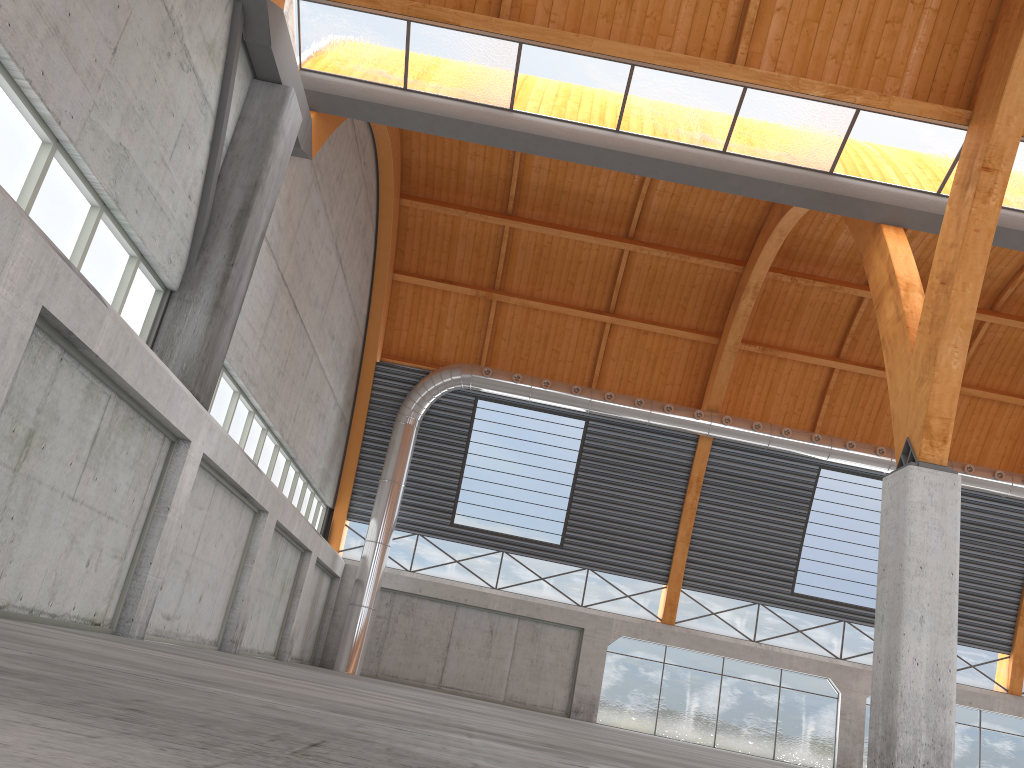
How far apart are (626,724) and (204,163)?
31.9 meters

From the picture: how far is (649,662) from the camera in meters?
41.7 m
